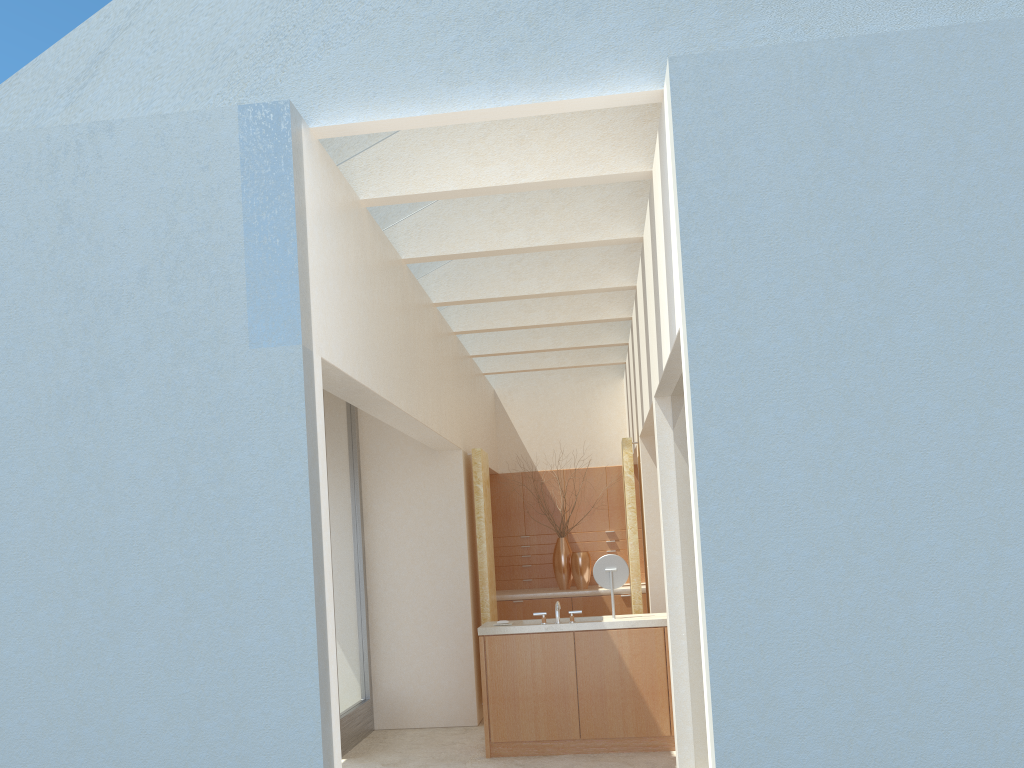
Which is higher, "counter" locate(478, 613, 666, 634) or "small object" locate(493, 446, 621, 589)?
"small object" locate(493, 446, 621, 589)

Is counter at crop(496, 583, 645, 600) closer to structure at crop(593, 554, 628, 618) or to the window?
the window

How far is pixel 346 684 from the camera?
16.3 meters

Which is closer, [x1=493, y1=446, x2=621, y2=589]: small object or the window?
the window

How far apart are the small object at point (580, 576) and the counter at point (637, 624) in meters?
6.4 m

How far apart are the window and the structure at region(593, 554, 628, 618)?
4.8 meters

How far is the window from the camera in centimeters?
1630cm

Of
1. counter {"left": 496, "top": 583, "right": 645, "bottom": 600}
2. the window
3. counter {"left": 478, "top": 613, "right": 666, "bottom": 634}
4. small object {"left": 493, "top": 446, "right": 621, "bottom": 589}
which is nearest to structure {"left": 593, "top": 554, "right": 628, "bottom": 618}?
counter {"left": 478, "top": 613, "right": 666, "bottom": 634}

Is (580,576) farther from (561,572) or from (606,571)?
(606,571)

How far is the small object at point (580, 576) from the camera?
22.3 meters
